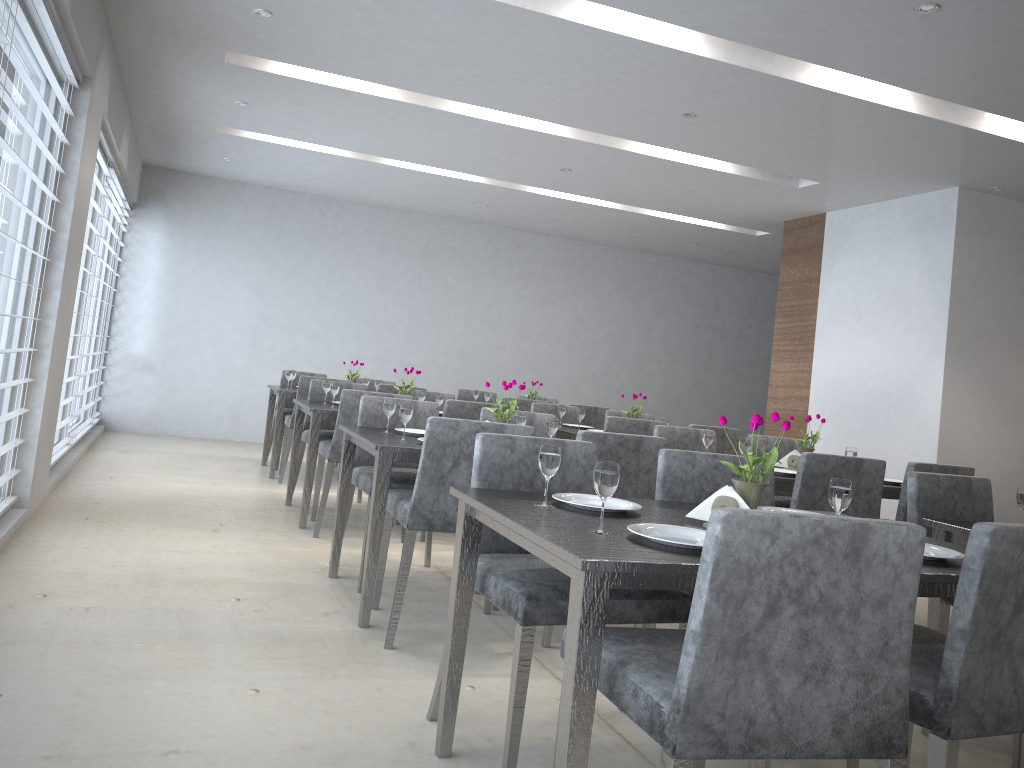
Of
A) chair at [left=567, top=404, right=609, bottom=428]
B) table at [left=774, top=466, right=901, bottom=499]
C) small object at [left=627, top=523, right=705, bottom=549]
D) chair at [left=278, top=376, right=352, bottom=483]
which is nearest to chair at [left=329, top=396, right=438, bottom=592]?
table at [left=774, top=466, right=901, bottom=499]

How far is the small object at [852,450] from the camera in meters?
4.1 m

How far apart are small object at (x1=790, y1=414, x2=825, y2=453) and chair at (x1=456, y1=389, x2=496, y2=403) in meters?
4.0 m

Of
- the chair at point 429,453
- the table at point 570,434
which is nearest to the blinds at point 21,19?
the chair at point 429,453

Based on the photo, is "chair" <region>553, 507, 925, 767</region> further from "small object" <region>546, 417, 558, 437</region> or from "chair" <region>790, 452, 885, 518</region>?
"small object" <region>546, 417, 558, 437</region>

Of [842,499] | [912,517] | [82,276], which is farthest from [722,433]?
[82,276]

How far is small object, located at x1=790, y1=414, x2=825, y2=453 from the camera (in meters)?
4.12

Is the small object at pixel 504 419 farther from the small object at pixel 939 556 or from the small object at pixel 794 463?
the small object at pixel 939 556

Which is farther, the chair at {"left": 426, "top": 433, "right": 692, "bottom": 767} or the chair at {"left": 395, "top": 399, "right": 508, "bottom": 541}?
the chair at {"left": 395, "top": 399, "right": 508, "bottom": 541}

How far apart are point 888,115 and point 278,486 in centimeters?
438cm
